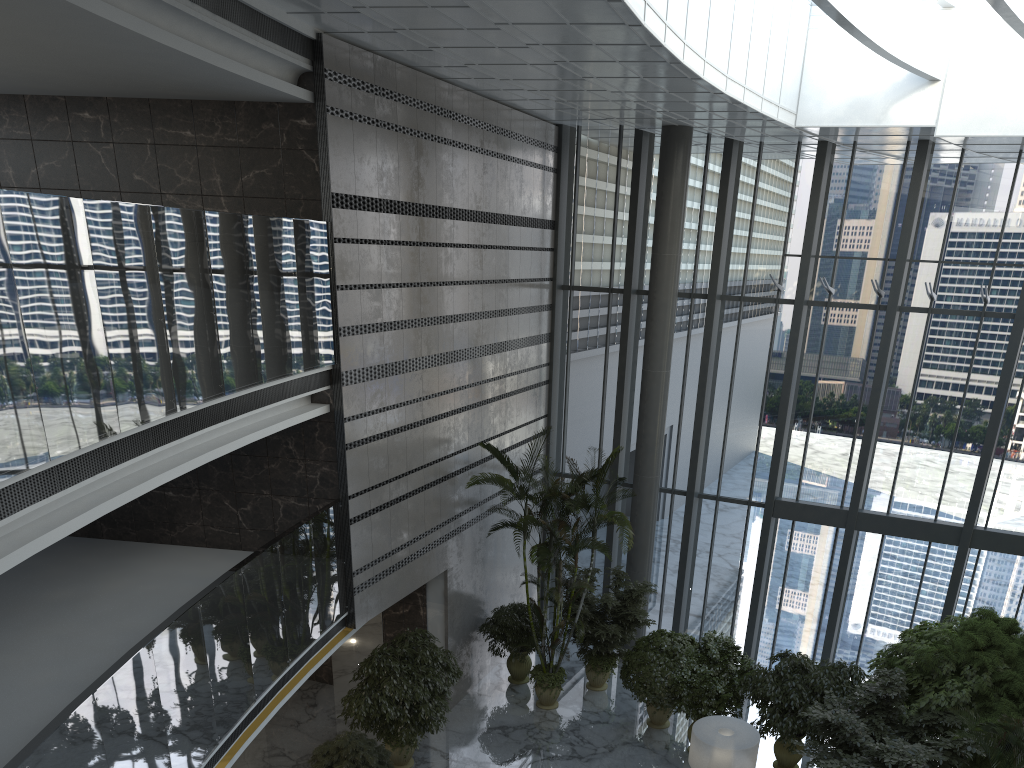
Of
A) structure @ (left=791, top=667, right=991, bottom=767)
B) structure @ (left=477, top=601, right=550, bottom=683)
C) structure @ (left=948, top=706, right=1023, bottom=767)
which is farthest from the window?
structure @ (left=948, top=706, right=1023, bottom=767)

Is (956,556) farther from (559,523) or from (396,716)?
(396,716)

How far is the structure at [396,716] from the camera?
10.4 meters

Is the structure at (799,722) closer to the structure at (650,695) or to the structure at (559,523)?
the structure at (650,695)

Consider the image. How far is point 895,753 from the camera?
8.84m

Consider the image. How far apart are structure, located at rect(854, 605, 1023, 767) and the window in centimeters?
191cm

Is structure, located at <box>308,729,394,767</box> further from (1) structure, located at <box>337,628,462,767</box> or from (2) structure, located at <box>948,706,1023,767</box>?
(2) structure, located at <box>948,706,1023,767</box>

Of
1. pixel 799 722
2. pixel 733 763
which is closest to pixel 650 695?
pixel 799 722

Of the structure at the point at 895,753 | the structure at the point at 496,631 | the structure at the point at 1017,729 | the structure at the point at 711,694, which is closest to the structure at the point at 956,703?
the structure at the point at 895,753

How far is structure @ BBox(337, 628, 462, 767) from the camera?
10.39m
